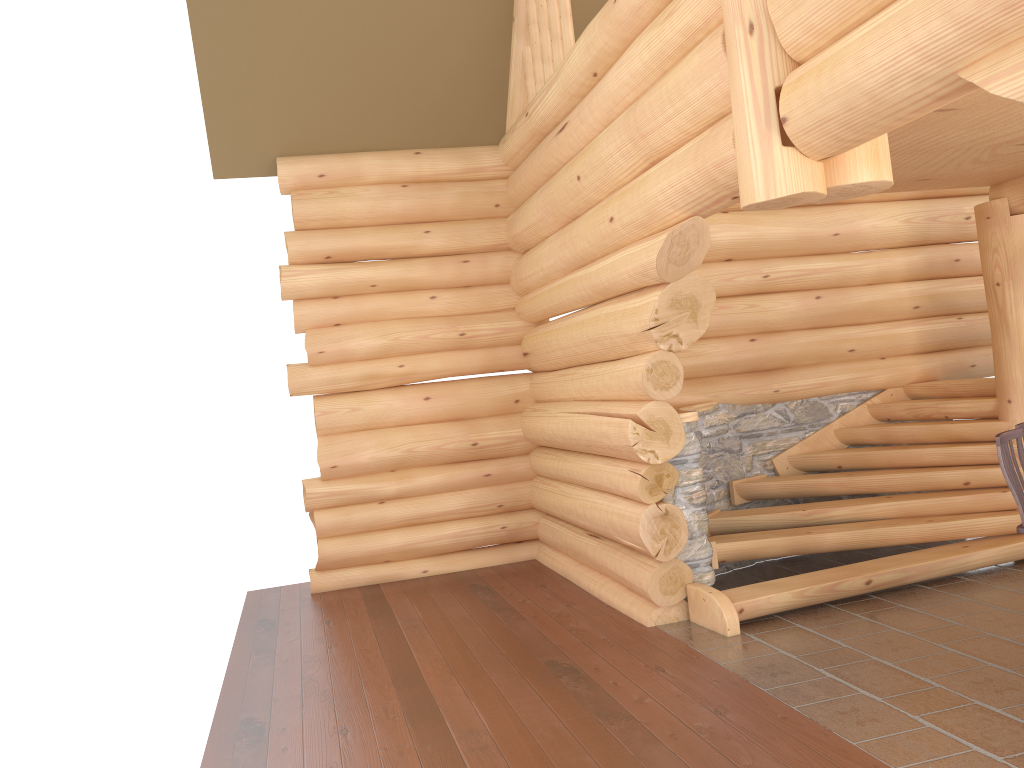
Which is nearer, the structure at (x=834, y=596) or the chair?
the chair

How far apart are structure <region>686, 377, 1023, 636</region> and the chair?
2.0 meters

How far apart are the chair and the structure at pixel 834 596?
1.96m

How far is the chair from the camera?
4.48m

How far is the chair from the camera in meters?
4.5 m

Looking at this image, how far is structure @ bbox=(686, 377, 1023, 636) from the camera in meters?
6.4 m

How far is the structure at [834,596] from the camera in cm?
639

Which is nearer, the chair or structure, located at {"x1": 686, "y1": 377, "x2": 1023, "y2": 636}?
the chair
